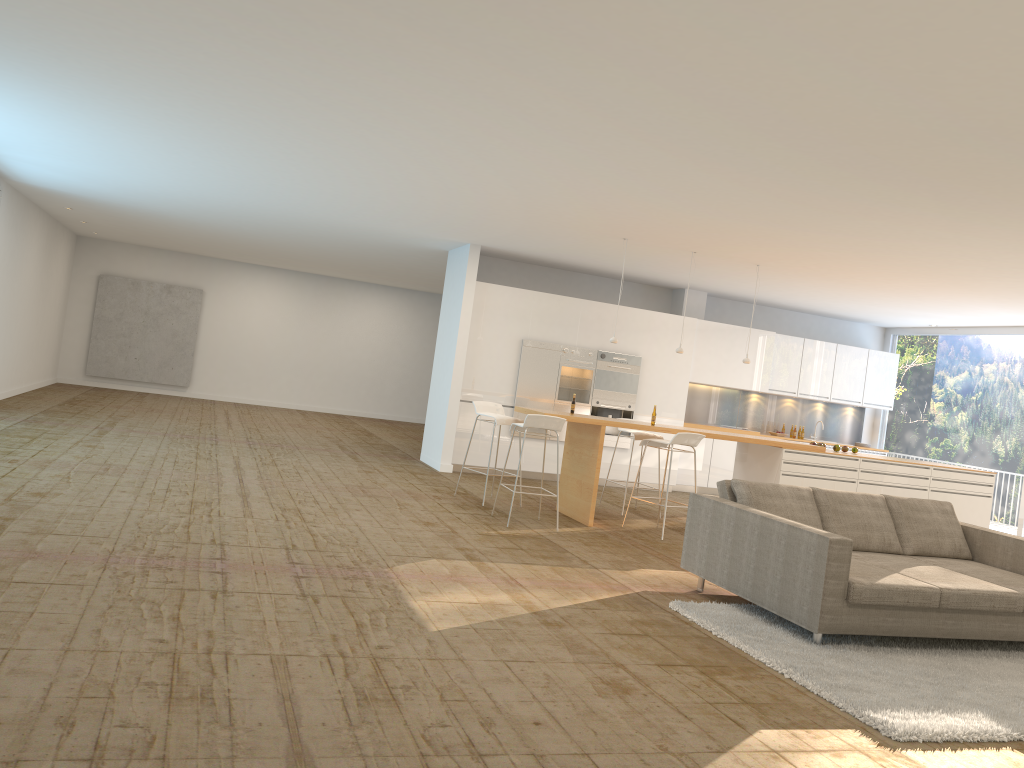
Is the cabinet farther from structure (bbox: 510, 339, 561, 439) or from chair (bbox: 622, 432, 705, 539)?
chair (bbox: 622, 432, 705, 539)

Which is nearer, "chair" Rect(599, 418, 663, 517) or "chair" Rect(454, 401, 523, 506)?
"chair" Rect(454, 401, 523, 506)

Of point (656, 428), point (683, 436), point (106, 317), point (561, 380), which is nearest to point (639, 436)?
point (656, 428)

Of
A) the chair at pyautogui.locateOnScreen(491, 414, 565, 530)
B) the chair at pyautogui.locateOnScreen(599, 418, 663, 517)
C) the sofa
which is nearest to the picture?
the chair at pyautogui.locateOnScreen(599, 418, 663, 517)

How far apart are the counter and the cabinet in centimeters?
259cm

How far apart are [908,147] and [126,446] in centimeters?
841cm

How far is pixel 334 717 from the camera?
3.34m

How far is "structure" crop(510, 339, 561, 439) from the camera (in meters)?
11.94

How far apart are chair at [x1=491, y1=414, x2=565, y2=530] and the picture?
12.22m

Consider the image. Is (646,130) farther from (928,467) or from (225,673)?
(928,467)
